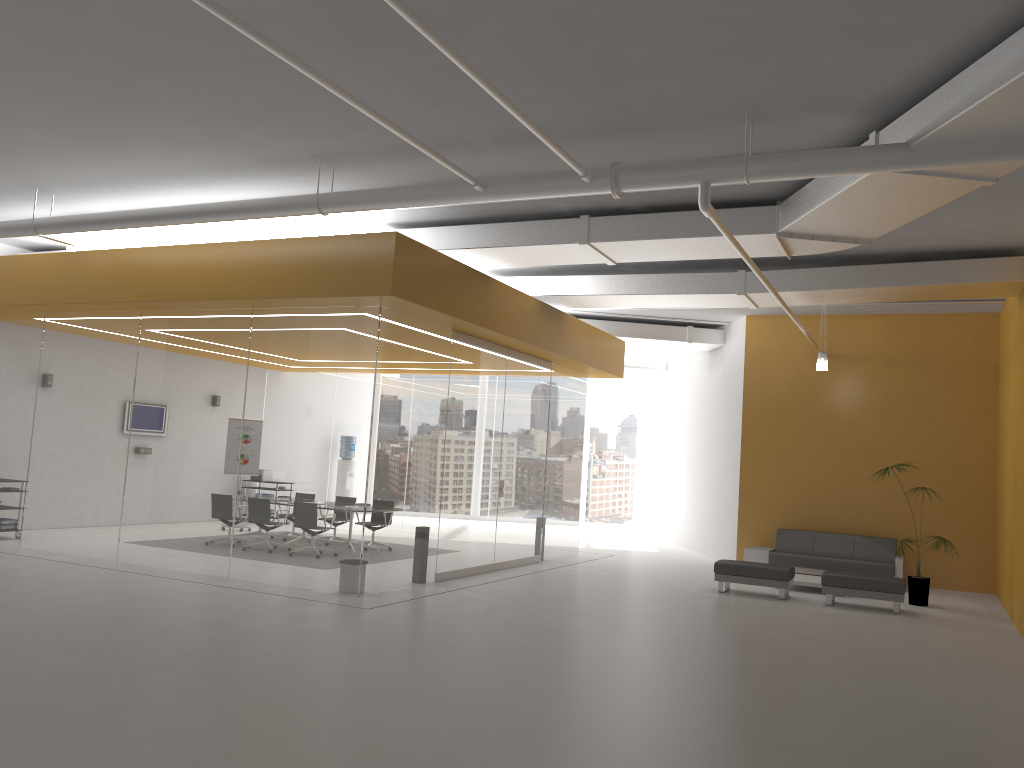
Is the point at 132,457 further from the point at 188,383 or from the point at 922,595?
the point at 922,595

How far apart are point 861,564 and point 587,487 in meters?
10.4 m

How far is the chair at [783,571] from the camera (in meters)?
11.83

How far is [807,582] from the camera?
12.7m

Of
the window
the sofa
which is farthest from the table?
the window

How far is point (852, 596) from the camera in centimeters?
1143cm

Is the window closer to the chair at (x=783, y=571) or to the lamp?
the lamp

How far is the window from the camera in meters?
23.7

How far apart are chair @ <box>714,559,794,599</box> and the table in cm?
63

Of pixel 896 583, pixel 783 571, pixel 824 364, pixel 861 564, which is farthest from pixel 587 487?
pixel 896 583
